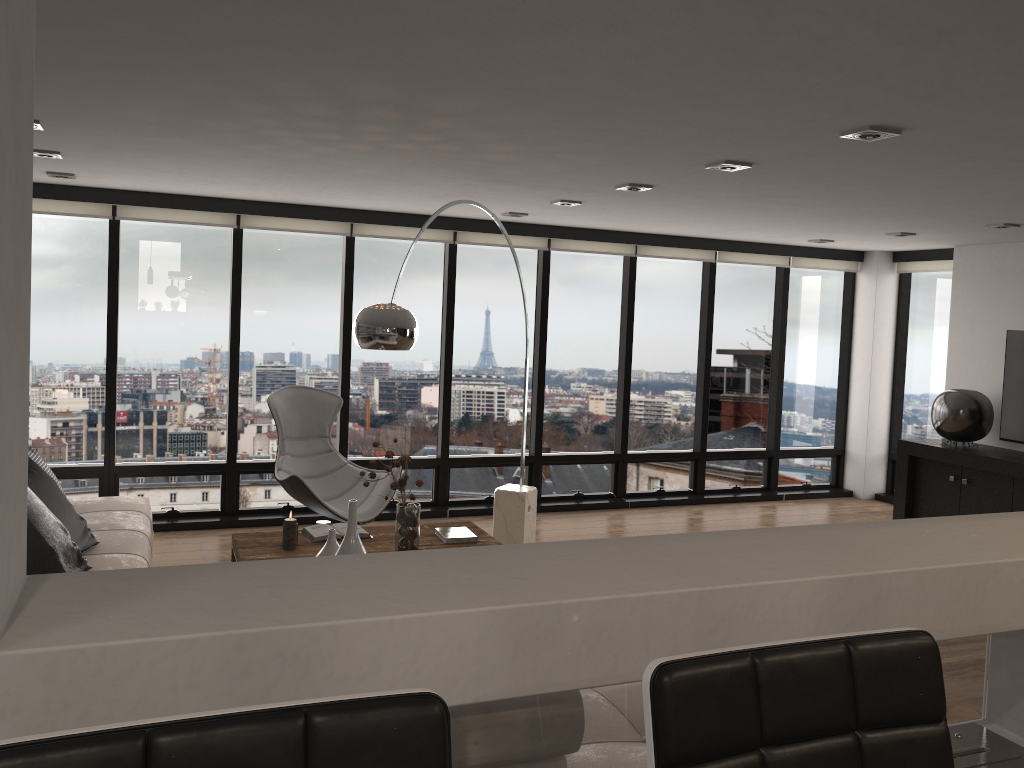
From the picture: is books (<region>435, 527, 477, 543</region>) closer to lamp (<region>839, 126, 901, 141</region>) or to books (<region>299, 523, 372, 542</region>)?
books (<region>299, 523, 372, 542</region>)

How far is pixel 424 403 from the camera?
7.4 meters

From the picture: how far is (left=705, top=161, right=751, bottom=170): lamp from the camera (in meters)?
4.10

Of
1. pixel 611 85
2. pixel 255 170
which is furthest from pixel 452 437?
pixel 611 85

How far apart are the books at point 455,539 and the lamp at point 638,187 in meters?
2.1 m

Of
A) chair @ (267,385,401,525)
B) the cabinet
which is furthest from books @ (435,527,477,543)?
the cabinet

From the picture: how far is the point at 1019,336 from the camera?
6.9m

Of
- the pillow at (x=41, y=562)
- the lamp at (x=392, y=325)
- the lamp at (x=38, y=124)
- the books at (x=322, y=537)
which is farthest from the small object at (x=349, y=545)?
the lamp at (x=38, y=124)

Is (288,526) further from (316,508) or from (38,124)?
(38,124)

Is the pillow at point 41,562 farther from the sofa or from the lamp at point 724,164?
the lamp at point 724,164
